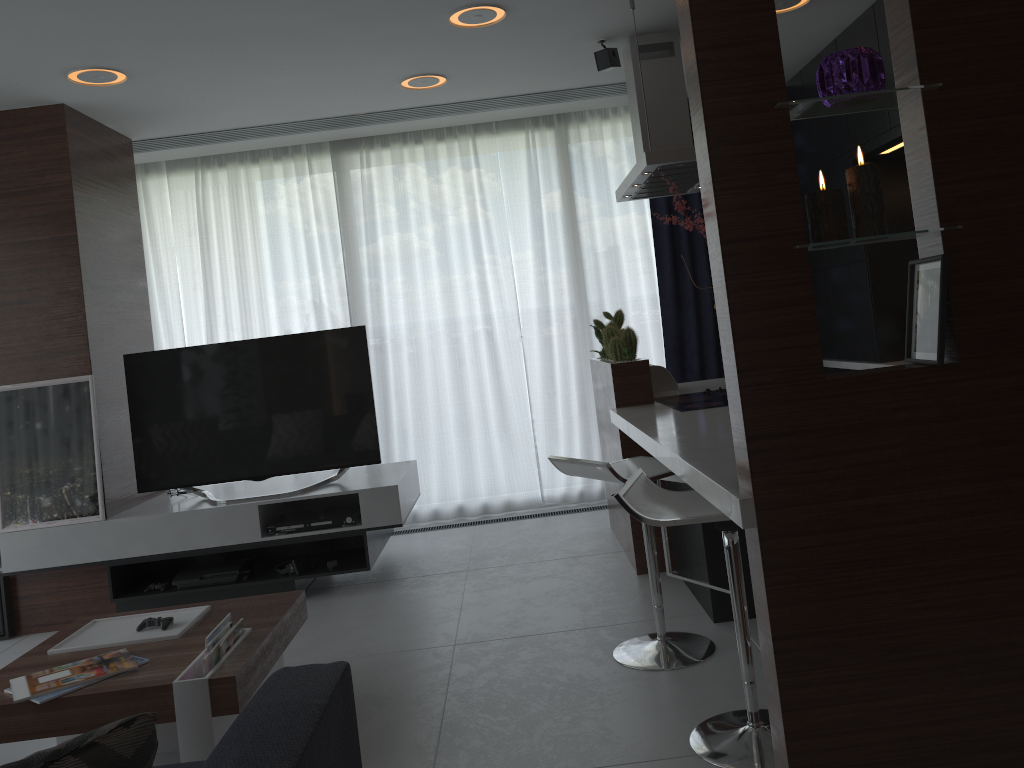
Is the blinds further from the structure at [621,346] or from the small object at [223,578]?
the small object at [223,578]

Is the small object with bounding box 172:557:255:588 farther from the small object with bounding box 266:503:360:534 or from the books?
the books

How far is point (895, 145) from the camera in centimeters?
439cm

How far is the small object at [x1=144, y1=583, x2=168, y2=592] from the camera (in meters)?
4.34

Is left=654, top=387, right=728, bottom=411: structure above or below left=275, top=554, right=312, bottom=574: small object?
above

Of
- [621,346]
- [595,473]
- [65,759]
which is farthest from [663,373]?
[65,759]

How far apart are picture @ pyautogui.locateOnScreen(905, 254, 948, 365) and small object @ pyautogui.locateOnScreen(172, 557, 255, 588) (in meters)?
3.39

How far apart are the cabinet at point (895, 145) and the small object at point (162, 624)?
3.69m

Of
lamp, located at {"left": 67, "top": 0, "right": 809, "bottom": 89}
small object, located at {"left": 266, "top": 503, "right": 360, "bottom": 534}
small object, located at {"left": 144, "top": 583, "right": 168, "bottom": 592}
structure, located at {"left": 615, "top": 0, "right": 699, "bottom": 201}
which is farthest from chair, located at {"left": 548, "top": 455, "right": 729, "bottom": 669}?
small object, located at {"left": 144, "top": 583, "right": 168, "bottom": 592}

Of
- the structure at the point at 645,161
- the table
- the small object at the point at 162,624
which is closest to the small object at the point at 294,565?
the table
